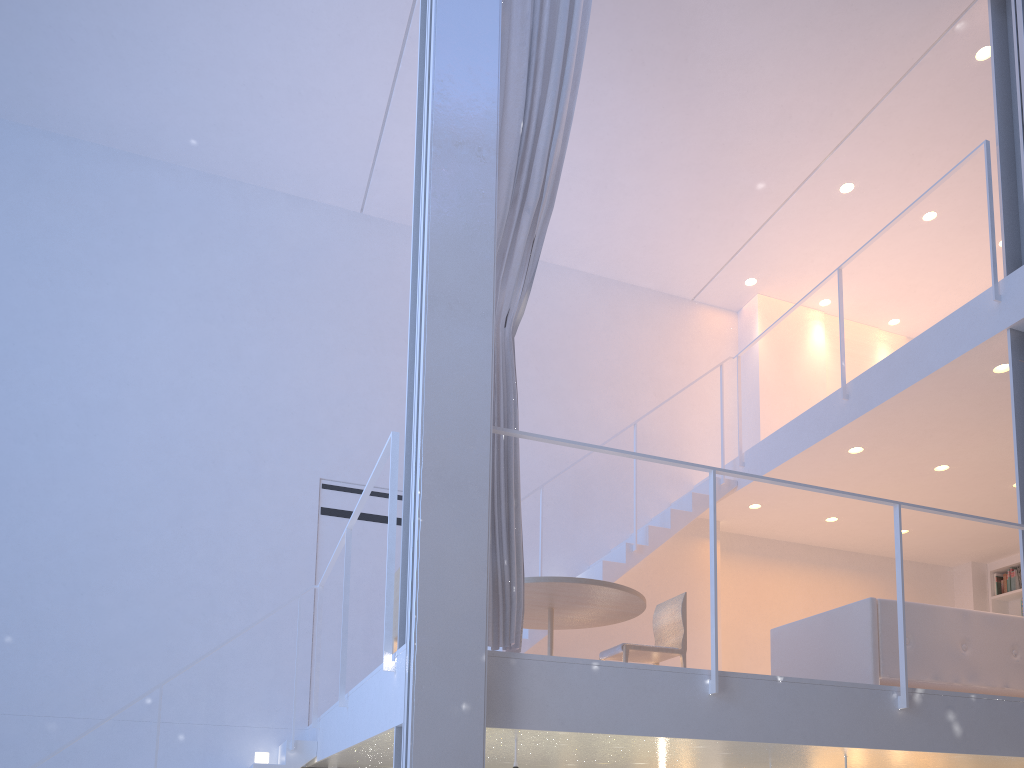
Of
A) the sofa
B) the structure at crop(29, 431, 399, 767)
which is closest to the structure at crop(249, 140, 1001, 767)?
the structure at crop(29, 431, 399, 767)

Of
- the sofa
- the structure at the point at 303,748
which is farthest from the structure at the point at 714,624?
the structure at the point at 303,748

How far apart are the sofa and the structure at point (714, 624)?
0.43m

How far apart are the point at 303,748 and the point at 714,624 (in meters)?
1.64

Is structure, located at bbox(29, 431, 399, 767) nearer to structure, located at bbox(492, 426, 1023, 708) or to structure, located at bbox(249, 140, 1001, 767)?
structure, located at bbox(249, 140, 1001, 767)

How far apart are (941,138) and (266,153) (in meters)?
3.13

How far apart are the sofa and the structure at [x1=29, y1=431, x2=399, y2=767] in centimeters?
149cm

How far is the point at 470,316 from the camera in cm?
192

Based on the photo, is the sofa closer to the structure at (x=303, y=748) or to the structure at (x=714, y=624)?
the structure at (x=714, y=624)

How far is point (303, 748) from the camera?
2.80m
